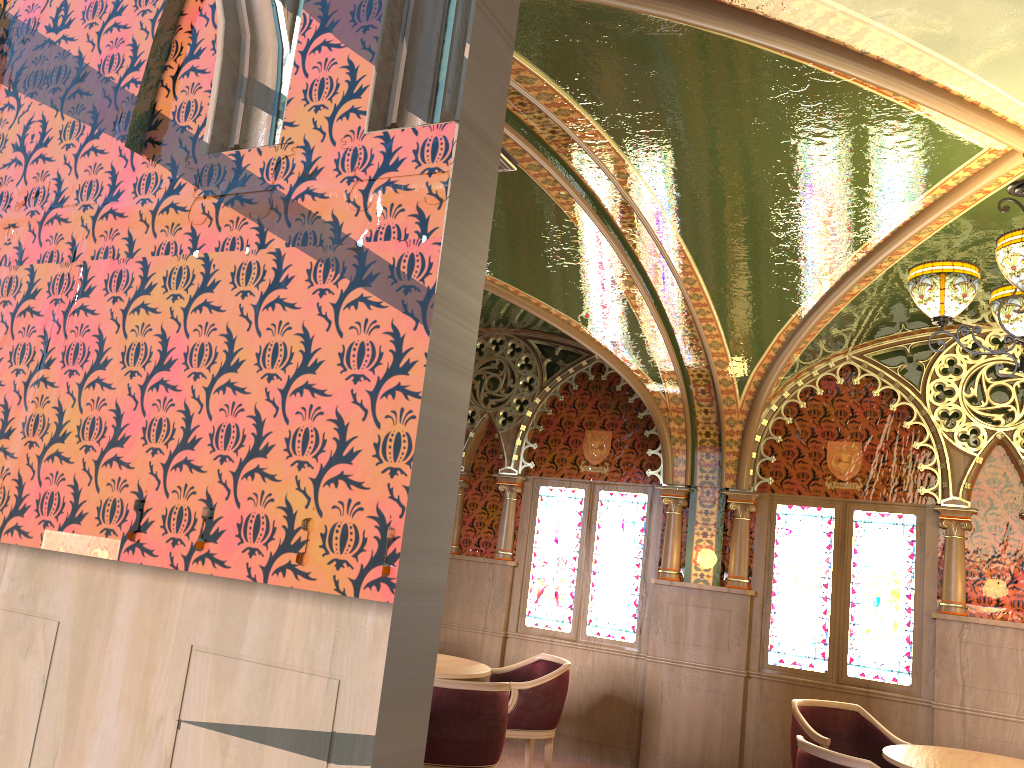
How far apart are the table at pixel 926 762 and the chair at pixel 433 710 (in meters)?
1.98

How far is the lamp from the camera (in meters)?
3.46

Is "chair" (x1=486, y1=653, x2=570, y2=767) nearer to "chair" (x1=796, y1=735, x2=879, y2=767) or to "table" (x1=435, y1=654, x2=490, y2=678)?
"table" (x1=435, y1=654, x2=490, y2=678)

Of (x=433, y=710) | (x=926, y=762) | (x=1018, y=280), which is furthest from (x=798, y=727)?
(x=1018, y=280)

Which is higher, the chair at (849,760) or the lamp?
the lamp

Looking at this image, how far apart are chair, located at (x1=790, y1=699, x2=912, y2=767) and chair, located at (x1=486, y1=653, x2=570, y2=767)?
1.5m

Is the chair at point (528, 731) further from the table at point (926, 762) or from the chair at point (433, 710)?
the table at point (926, 762)

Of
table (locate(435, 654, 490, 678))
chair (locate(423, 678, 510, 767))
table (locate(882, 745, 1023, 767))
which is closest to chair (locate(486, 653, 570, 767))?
table (locate(435, 654, 490, 678))

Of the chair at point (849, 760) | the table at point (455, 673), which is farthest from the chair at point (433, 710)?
the chair at point (849, 760)

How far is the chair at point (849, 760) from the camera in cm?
387
